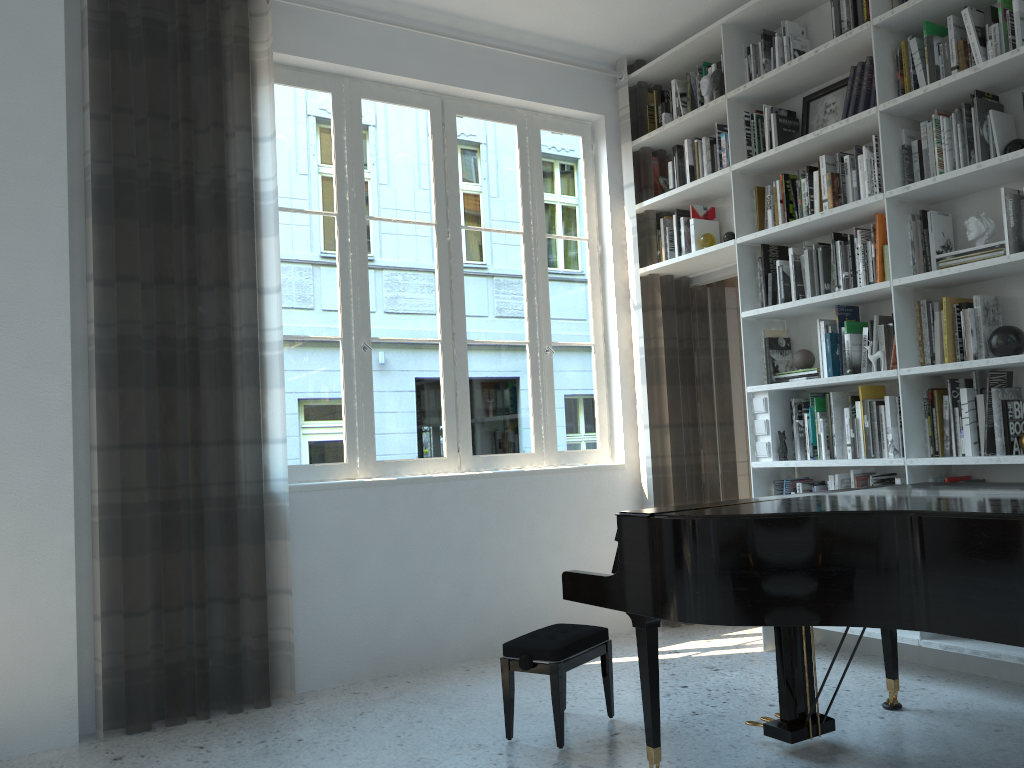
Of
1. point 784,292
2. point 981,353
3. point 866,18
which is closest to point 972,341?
point 981,353

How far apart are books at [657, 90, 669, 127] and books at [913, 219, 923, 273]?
1.8 meters

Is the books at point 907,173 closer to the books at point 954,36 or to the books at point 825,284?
the books at point 954,36

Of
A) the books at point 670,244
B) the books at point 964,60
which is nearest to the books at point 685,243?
the books at point 670,244

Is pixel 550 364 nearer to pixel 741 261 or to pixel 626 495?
pixel 626 495

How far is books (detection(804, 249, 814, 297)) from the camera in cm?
413

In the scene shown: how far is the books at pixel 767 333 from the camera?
4.4 meters

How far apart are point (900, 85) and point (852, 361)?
1.2 meters

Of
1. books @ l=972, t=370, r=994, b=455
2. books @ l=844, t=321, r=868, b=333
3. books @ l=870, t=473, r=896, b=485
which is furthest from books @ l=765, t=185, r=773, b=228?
books @ l=870, t=473, r=896, b=485

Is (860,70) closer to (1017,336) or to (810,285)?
(810,285)
